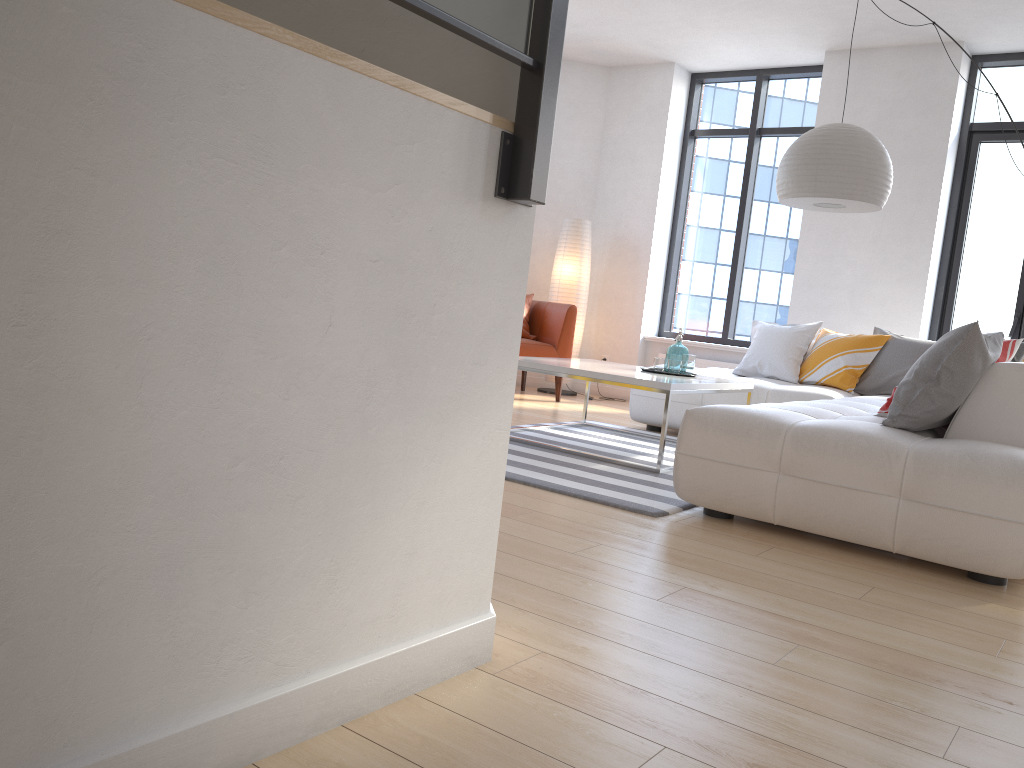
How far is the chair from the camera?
7.03m

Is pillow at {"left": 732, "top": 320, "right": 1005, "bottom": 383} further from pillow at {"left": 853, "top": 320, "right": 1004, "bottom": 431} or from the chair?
the chair

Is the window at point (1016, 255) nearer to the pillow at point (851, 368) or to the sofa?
the pillow at point (851, 368)

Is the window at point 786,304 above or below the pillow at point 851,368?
above

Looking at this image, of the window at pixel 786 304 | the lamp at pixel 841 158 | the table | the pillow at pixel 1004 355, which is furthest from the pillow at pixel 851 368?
the pillow at pixel 1004 355

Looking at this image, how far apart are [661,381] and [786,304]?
3.8 meters

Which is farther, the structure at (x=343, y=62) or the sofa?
the sofa

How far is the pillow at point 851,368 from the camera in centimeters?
568cm

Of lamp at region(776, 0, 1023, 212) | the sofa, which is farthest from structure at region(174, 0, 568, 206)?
lamp at region(776, 0, 1023, 212)

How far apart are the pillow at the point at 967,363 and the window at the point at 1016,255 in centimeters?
128cm
